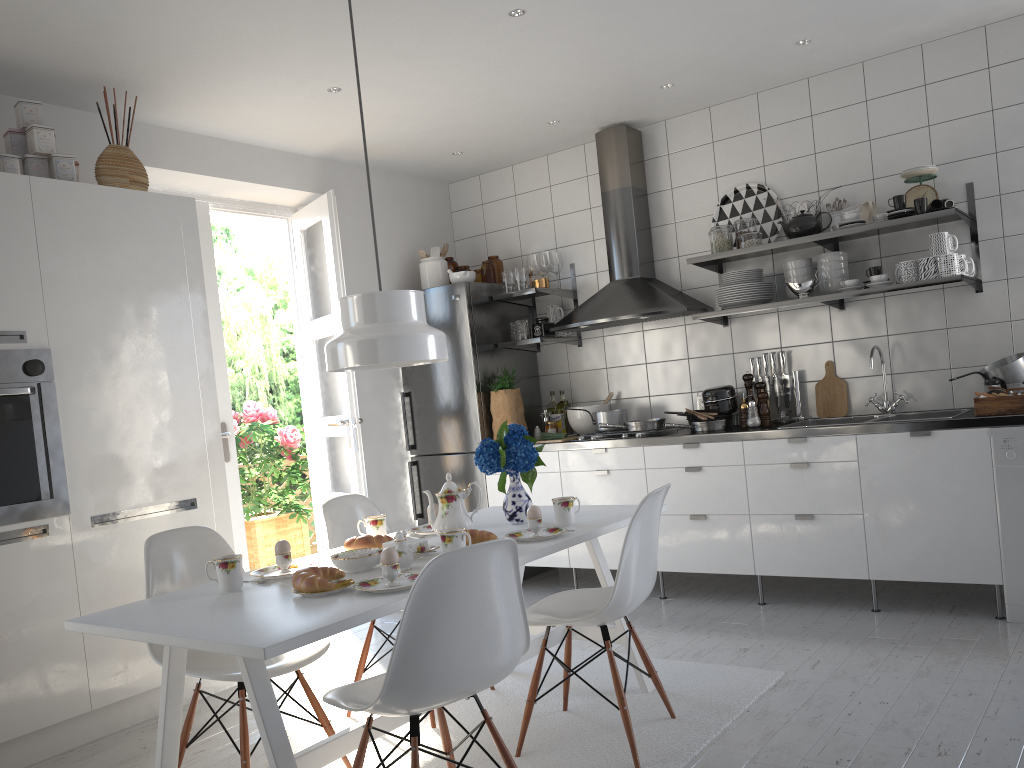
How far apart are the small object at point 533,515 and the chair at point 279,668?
0.7 meters

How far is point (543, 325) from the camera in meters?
5.2

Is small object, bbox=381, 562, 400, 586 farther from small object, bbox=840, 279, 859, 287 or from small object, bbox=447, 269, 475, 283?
small object, bbox=447, 269, 475, 283

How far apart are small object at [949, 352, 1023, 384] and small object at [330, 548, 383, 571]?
2.9 meters

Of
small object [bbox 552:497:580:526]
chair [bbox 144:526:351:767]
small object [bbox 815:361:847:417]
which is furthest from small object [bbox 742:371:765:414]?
chair [bbox 144:526:351:767]

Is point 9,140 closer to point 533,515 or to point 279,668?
point 279,668

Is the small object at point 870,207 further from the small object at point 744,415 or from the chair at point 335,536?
the chair at point 335,536

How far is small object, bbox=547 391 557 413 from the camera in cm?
544

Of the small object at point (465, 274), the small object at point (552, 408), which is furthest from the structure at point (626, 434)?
the small object at point (465, 274)

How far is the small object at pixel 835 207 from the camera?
4.42m
